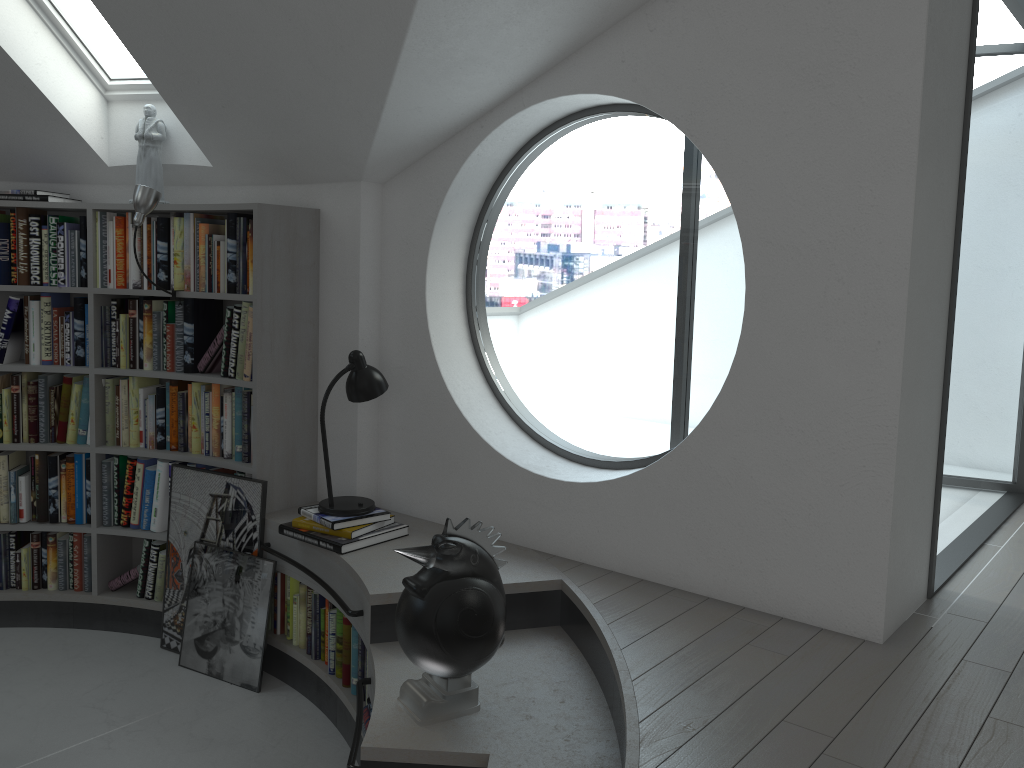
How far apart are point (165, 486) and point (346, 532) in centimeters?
124cm

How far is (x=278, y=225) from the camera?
3.8 meters

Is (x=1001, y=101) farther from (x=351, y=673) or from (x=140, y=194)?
(x=351, y=673)

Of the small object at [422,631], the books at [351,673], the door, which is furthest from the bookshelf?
the door

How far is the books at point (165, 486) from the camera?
4.2 meters

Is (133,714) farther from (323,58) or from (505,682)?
(323,58)

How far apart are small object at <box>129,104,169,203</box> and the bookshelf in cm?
10

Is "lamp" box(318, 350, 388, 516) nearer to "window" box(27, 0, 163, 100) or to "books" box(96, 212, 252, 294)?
"books" box(96, 212, 252, 294)

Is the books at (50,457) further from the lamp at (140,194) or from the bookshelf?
the lamp at (140,194)

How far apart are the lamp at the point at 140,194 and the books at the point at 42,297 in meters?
0.7 m
